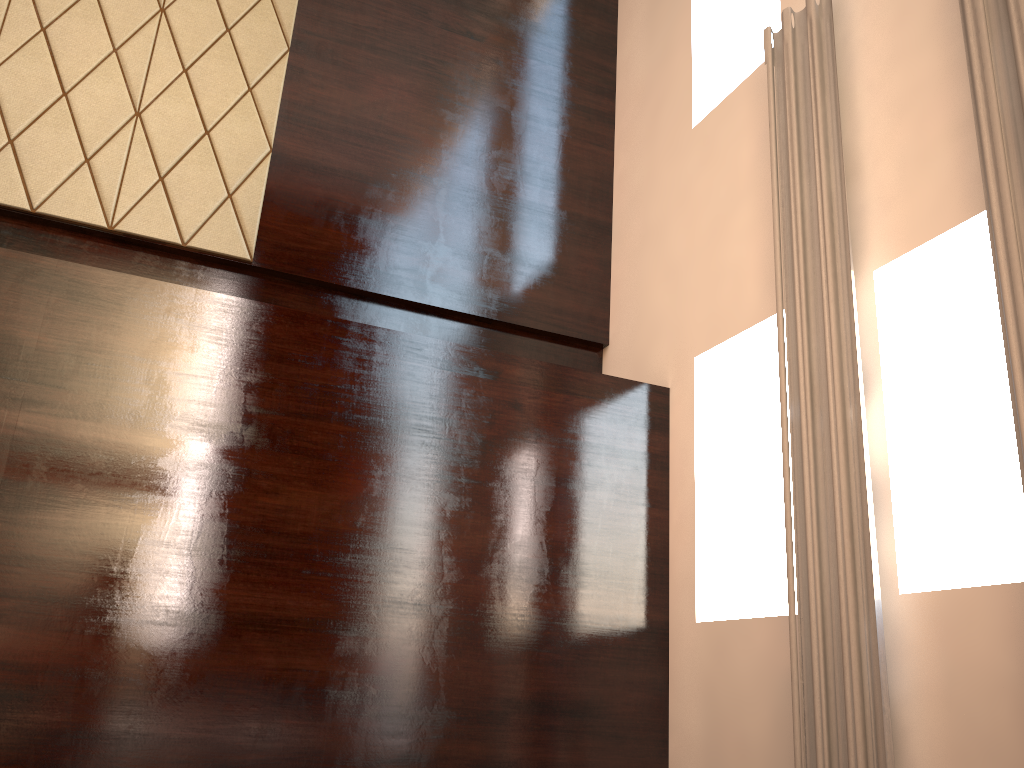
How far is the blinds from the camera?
2.5m

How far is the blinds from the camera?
2.47m

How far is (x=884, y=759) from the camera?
2.47m

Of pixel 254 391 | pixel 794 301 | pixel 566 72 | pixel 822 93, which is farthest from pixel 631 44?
pixel 254 391
